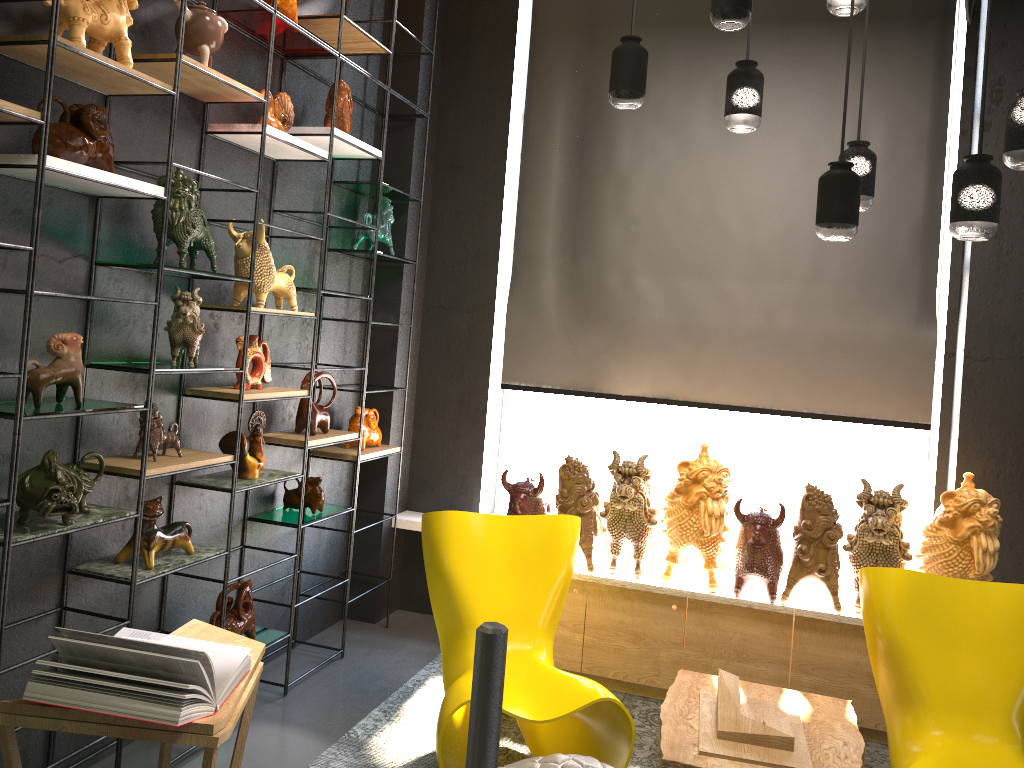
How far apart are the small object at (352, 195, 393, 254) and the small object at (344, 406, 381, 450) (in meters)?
0.87

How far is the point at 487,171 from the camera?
4.9 meters

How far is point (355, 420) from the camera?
4.5 meters

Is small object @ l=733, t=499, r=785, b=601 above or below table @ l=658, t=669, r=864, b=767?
above

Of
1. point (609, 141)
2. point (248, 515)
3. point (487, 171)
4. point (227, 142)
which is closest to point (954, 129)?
point (609, 141)

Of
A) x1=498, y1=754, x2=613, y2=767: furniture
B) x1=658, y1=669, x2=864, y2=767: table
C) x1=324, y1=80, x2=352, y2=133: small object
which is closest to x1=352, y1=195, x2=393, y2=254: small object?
x1=324, y1=80, x2=352, y2=133: small object

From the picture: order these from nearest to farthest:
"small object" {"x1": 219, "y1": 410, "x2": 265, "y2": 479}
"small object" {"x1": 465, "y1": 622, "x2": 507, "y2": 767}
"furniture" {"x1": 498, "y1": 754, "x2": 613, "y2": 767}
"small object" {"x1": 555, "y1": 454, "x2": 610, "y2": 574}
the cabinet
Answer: "small object" {"x1": 465, "y1": 622, "x2": 507, "y2": 767}, "furniture" {"x1": 498, "y1": 754, "x2": 613, "y2": 767}, "small object" {"x1": 219, "y1": 410, "x2": 265, "y2": 479}, the cabinet, "small object" {"x1": 555, "y1": 454, "x2": 610, "y2": 574}

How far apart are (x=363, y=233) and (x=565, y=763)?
2.7m

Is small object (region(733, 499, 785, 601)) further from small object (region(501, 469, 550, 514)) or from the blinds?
small object (region(501, 469, 550, 514))

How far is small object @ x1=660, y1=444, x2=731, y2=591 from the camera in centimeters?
389cm
